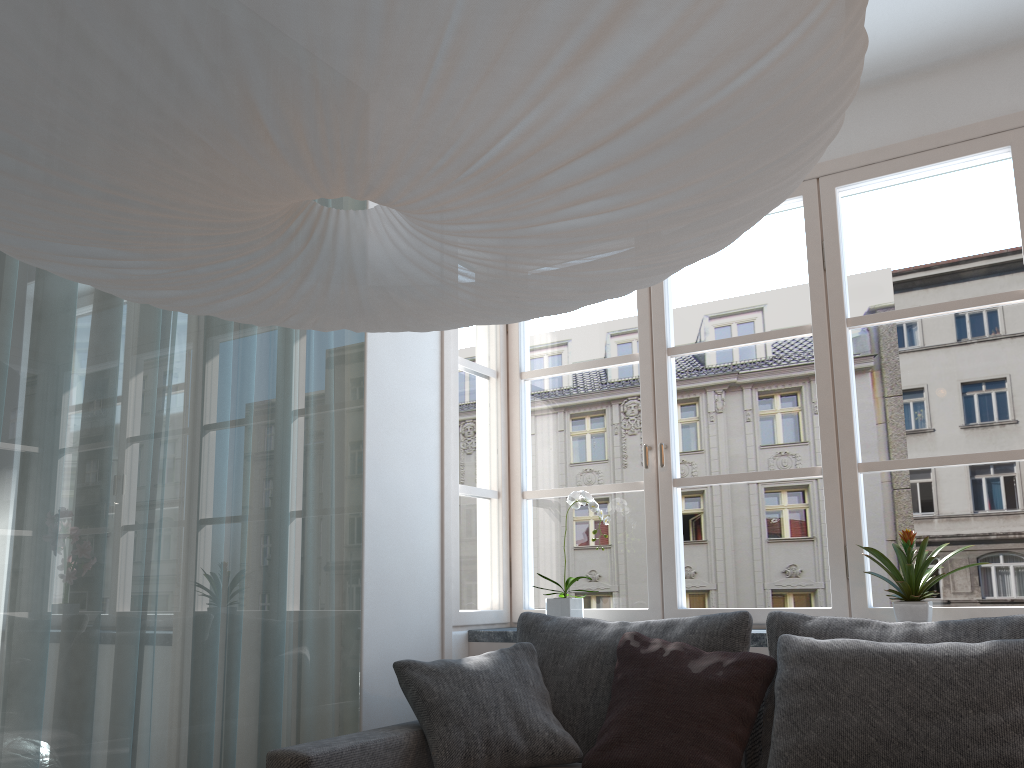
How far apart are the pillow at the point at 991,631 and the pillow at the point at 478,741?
0.50m

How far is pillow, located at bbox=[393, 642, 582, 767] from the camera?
2.5m

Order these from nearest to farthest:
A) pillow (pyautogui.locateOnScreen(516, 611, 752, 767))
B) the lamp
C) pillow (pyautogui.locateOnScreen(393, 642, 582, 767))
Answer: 1. the lamp
2. pillow (pyautogui.locateOnScreen(393, 642, 582, 767))
3. pillow (pyautogui.locateOnScreen(516, 611, 752, 767))

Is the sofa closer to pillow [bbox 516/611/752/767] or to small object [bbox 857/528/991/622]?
pillow [bbox 516/611/752/767]

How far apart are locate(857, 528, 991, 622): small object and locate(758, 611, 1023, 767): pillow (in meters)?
0.25

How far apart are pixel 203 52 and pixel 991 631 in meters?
2.3

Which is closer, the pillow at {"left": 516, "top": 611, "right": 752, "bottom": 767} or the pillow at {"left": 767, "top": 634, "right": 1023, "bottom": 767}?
the pillow at {"left": 767, "top": 634, "right": 1023, "bottom": 767}

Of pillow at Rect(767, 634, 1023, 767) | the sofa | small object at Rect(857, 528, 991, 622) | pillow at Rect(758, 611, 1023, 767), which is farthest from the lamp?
small object at Rect(857, 528, 991, 622)

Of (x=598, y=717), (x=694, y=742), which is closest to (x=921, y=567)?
(x=694, y=742)

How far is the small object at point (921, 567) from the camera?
2.7 meters
